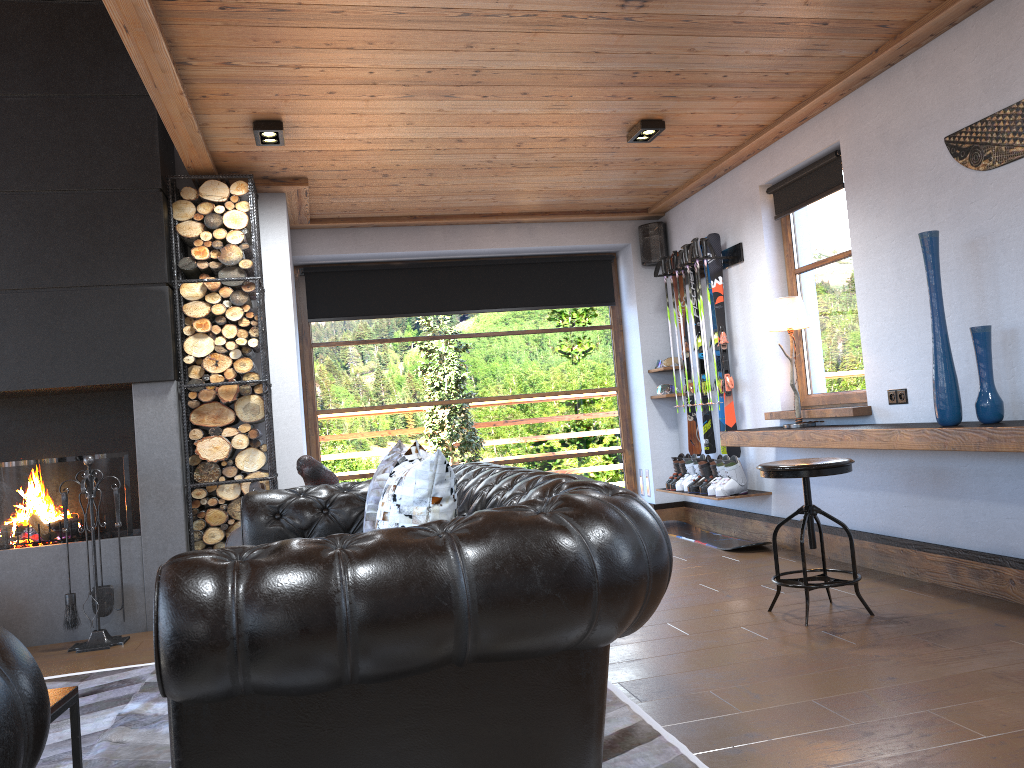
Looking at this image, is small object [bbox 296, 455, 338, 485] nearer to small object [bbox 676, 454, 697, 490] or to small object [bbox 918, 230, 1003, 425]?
small object [bbox 918, 230, 1003, 425]

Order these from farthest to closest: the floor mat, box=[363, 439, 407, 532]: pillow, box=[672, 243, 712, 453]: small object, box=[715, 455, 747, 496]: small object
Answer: box=[672, 243, 712, 453]: small object, box=[715, 455, 747, 496]: small object, box=[363, 439, 407, 532]: pillow, the floor mat

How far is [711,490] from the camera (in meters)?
6.17

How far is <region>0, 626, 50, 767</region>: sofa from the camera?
1.2 meters

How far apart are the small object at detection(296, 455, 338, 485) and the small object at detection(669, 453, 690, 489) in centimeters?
317cm

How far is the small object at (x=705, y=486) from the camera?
6.4m

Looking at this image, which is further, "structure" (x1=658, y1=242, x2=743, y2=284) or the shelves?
"structure" (x1=658, y1=242, x2=743, y2=284)

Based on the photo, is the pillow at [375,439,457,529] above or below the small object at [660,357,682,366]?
below

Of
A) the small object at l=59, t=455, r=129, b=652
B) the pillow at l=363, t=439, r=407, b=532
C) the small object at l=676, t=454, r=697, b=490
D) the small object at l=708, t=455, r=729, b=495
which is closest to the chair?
the pillow at l=363, t=439, r=407, b=532

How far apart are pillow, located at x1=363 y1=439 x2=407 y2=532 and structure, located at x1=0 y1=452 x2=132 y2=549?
2.4 meters
